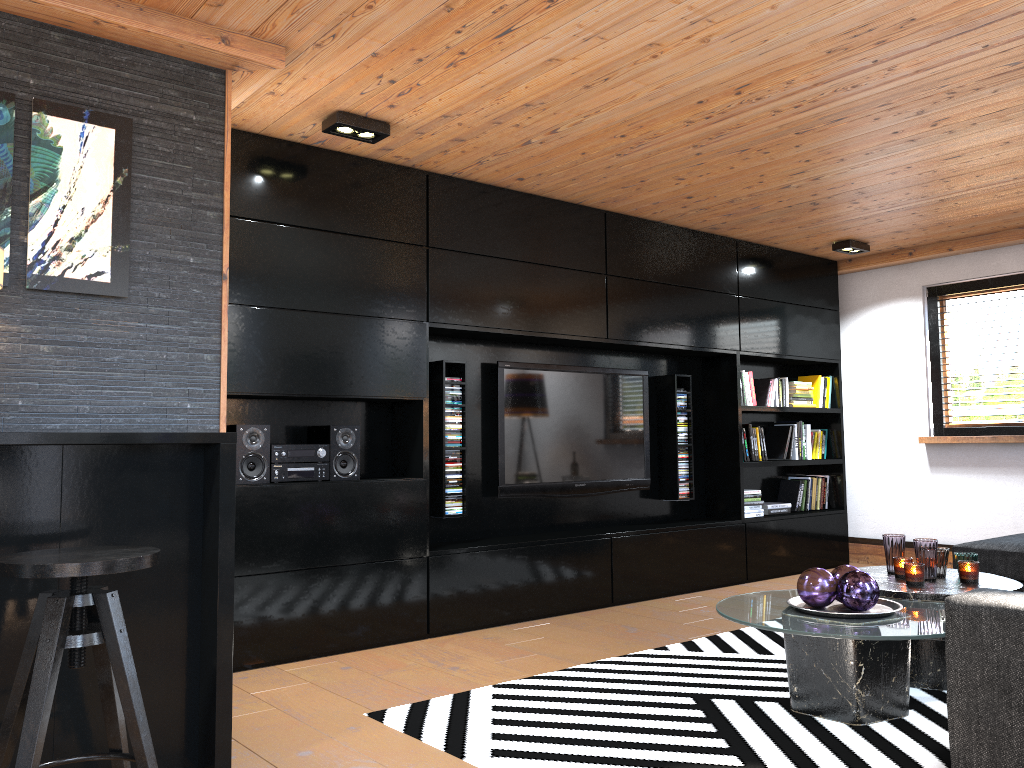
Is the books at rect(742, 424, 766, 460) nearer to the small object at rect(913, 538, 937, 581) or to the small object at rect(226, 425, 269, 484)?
the small object at rect(913, 538, 937, 581)

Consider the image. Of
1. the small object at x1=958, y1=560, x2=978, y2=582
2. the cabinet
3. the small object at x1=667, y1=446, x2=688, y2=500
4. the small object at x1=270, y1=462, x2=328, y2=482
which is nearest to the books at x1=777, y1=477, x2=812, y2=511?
the small object at x1=667, y1=446, x2=688, y2=500

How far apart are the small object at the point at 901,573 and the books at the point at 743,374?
2.6m

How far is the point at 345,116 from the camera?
3.8 meters

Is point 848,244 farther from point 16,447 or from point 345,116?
point 16,447

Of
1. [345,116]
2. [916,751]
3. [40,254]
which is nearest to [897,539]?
[916,751]

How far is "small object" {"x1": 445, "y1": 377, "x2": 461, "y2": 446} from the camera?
4.82m

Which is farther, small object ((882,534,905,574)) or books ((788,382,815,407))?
books ((788,382,815,407))

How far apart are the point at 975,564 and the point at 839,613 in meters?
0.9 m

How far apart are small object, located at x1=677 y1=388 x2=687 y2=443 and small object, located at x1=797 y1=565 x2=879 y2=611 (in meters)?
2.76
